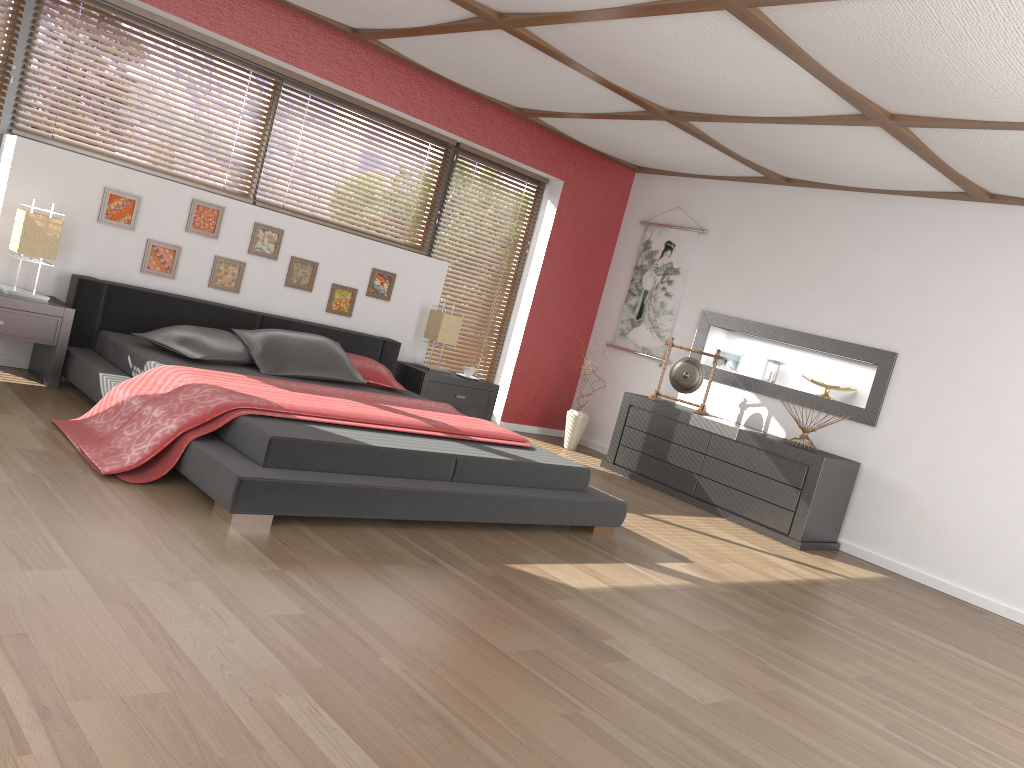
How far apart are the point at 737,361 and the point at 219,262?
3.9m

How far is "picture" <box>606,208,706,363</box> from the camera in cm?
724

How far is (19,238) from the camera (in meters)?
4.42

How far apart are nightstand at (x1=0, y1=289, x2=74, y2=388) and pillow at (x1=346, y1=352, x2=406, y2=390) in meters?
1.6 m

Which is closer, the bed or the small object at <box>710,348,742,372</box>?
the bed

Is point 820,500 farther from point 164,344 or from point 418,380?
point 164,344

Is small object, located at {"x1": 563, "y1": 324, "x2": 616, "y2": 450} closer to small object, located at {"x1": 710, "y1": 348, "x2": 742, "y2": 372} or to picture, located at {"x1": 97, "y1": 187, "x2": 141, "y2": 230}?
small object, located at {"x1": 710, "y1": 348, "x2": 742, "y2": 372}

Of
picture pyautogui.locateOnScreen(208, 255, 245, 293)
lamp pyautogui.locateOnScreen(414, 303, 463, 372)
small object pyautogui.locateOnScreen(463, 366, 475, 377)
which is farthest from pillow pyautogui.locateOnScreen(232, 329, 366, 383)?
small object pyautogui.locateOnScreen(463, 366, 475, 377)

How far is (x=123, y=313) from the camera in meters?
4.9 m

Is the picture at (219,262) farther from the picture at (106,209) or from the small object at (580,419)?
the small object at (580,419)
